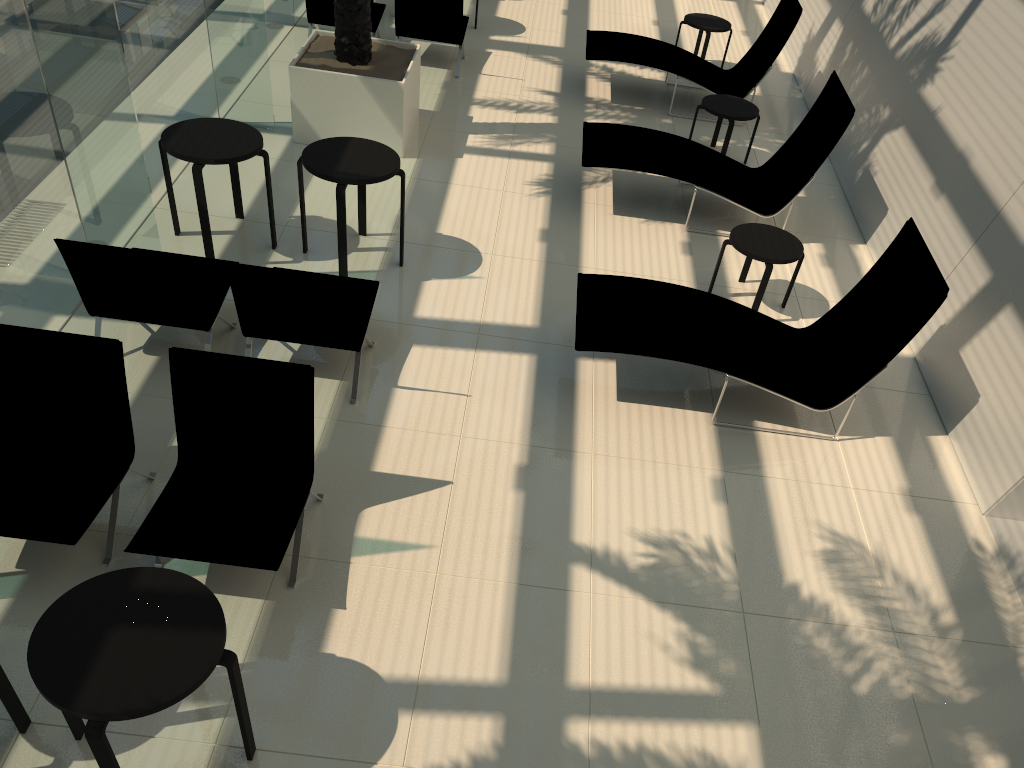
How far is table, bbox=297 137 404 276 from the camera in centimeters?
623cm

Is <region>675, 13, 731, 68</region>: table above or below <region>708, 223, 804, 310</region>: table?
above

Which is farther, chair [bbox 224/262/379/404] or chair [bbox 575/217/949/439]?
chair [bbox 575/217/949/439]

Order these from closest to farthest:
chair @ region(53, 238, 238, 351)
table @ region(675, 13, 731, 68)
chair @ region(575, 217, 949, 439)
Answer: chair @ region(53, 238, 238, 351)
chair @ region(575, 217, 949, 439)
table @ region(675, 13, 731, 68)

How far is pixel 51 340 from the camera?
4.3 meters

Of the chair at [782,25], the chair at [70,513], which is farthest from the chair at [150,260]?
the chair at [782,25]

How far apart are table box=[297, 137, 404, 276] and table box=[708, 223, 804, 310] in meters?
2.6

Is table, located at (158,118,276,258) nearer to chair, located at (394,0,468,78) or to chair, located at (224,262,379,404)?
chair, located at (224,262,379,404)

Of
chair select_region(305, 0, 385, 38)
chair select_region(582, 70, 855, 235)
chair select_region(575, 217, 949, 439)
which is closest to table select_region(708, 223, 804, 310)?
chair select_region(575, 217, 949, 439)

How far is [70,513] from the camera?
4.15m
